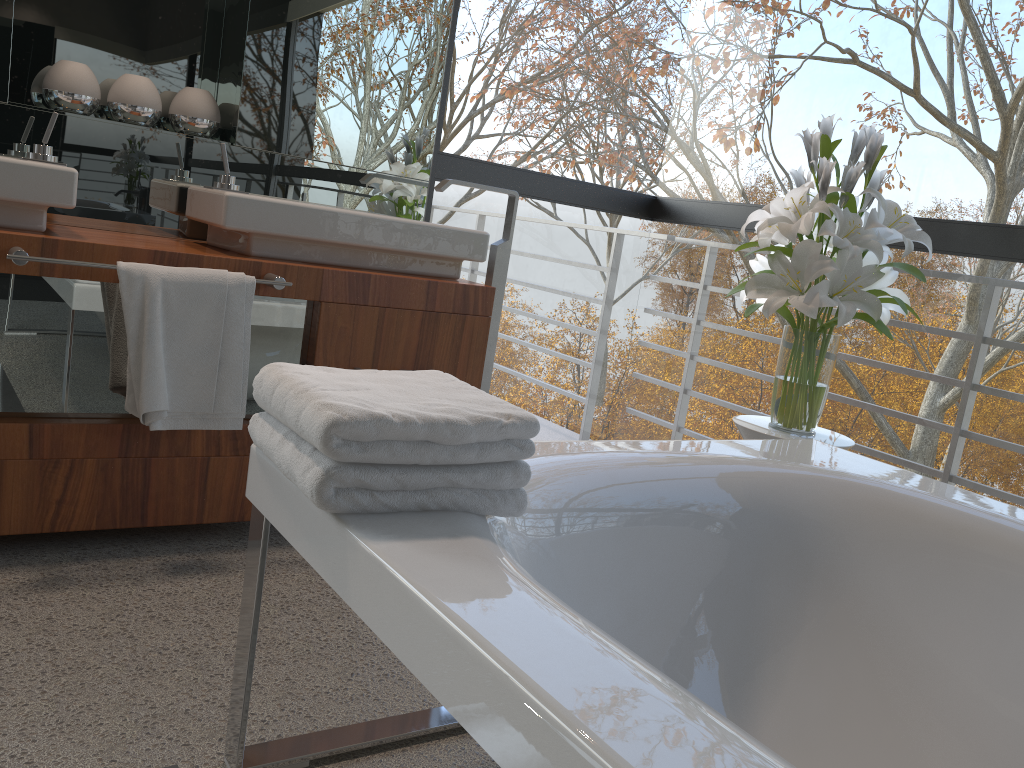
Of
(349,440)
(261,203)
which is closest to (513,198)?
(261,203)

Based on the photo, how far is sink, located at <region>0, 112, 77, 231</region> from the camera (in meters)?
1.84

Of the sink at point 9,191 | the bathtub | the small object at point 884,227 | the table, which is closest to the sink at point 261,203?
the sink at point 9,191

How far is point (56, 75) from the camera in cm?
223

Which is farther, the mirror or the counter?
the mirror

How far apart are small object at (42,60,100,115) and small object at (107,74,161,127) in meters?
0.0

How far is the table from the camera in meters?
2.2 m

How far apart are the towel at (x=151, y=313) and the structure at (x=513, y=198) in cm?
71

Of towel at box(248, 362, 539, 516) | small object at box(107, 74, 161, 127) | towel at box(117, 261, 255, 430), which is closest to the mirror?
small object at box(107, 74, 161, 127)

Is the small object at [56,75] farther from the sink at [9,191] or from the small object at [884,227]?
the small object at [884,227]
